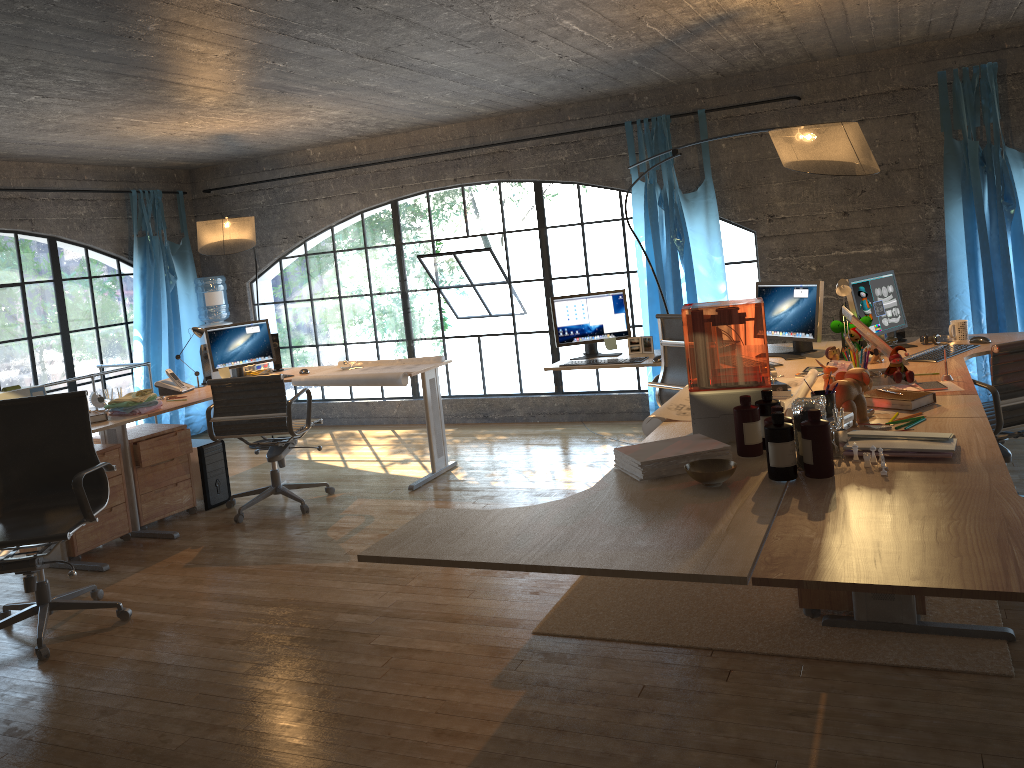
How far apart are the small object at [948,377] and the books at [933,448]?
1.03m

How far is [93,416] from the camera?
4.89m

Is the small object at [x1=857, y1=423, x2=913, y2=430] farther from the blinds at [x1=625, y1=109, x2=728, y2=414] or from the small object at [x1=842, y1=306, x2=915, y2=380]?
the blinds at [x1=625, y1=109, x2=728, y2=414]

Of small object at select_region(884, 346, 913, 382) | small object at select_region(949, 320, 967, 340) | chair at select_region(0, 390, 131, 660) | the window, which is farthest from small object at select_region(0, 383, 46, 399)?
small object at select_region(949, 320, 967, 340)

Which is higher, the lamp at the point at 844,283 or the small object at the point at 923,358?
the lamp at the point at 844,283

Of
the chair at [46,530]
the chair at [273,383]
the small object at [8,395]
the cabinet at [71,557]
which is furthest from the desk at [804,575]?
the cabinet at [71,557]

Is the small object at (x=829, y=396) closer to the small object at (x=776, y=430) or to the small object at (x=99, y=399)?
the small object at (x=776, y=430)

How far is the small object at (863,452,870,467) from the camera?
2.13m

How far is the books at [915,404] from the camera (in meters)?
3.14

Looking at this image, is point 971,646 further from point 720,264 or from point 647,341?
point 720,264
